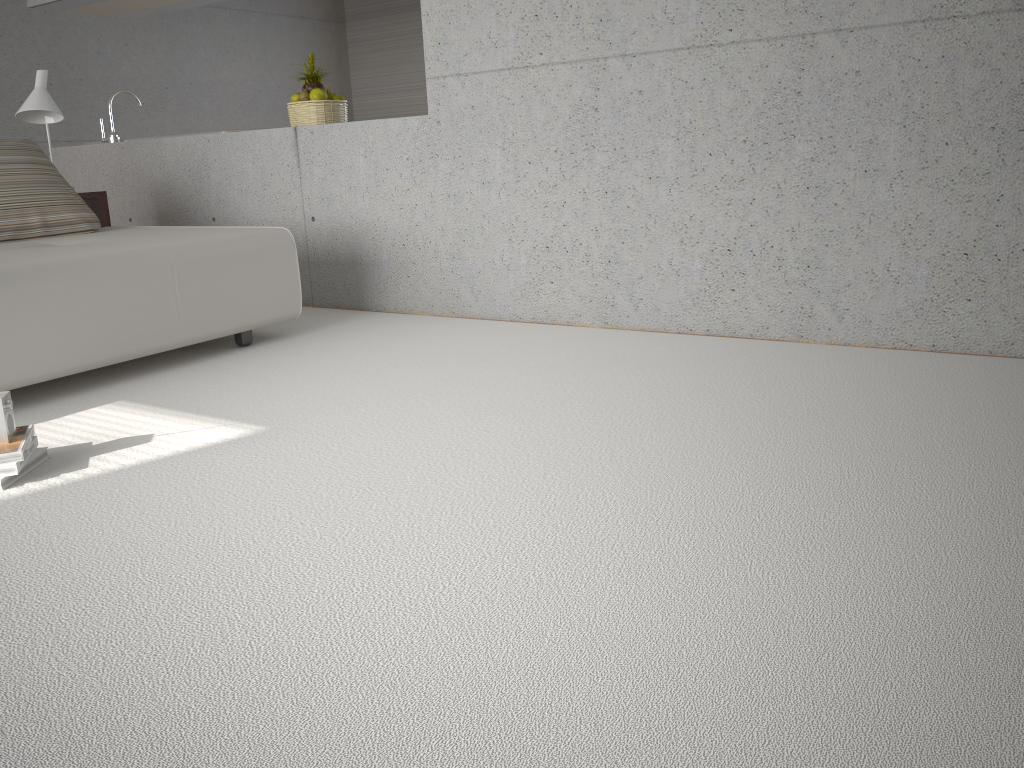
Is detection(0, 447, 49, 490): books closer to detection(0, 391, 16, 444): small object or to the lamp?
detection(0, 391, 16, 444): small object

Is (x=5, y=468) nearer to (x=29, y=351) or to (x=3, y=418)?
(x=3, y=418)

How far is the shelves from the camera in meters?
4.9 m

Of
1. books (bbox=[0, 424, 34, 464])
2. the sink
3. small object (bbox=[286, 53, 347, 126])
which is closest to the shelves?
the sink

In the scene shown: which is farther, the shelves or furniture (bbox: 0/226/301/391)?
the shelves

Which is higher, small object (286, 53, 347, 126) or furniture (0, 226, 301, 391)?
small object (286, 53, 347, 126)

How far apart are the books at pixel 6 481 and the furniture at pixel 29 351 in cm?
64

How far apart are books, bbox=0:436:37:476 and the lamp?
2.9 meters

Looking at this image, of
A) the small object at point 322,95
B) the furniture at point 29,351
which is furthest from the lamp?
the small object at point 322,95

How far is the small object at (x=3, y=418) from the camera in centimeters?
245cm
